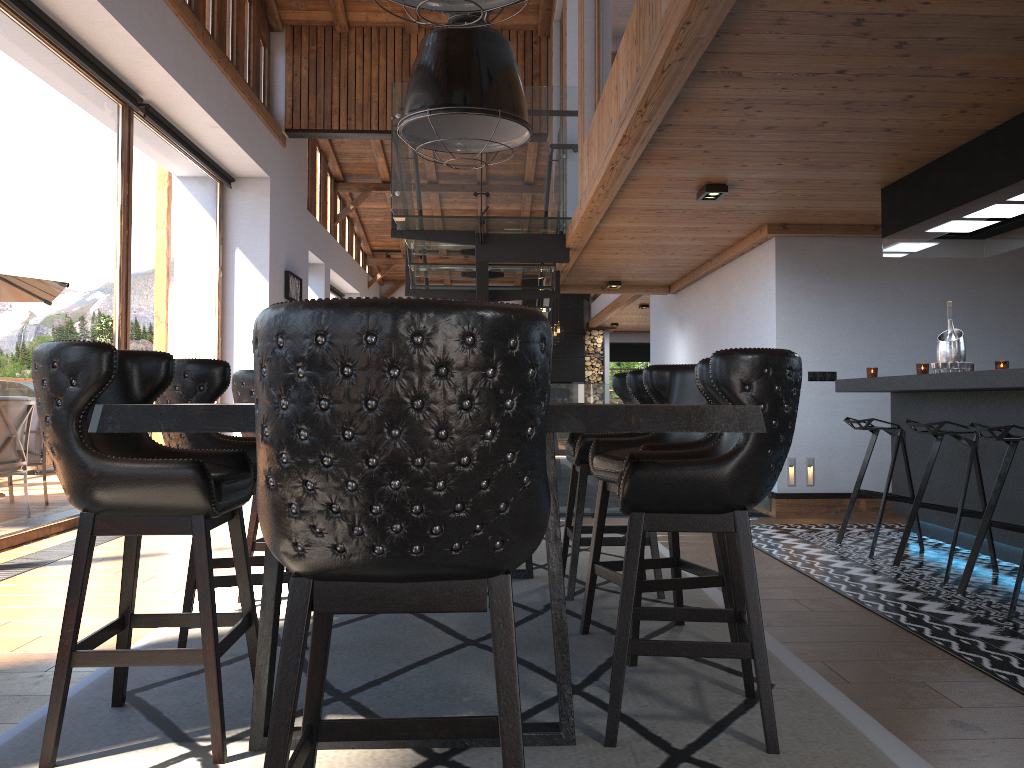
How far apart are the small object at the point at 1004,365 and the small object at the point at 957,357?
0.2 meters

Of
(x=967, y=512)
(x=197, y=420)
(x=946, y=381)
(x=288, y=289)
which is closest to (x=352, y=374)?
(x=197, y=420)

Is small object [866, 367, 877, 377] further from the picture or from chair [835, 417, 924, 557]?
the picture

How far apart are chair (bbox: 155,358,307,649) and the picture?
7.74m

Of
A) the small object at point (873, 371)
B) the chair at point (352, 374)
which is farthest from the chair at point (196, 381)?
the small object at point (873, 371)

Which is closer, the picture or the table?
the table

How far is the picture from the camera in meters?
11.1

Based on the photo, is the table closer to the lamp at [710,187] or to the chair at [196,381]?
the chair at [196,381]

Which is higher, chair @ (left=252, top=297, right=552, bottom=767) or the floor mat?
chair @ (left=252, top=297, right=552, bottom=767)

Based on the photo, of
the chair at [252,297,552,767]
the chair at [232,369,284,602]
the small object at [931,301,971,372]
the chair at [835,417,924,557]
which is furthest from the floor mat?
the small object at [931,301,971,372]
